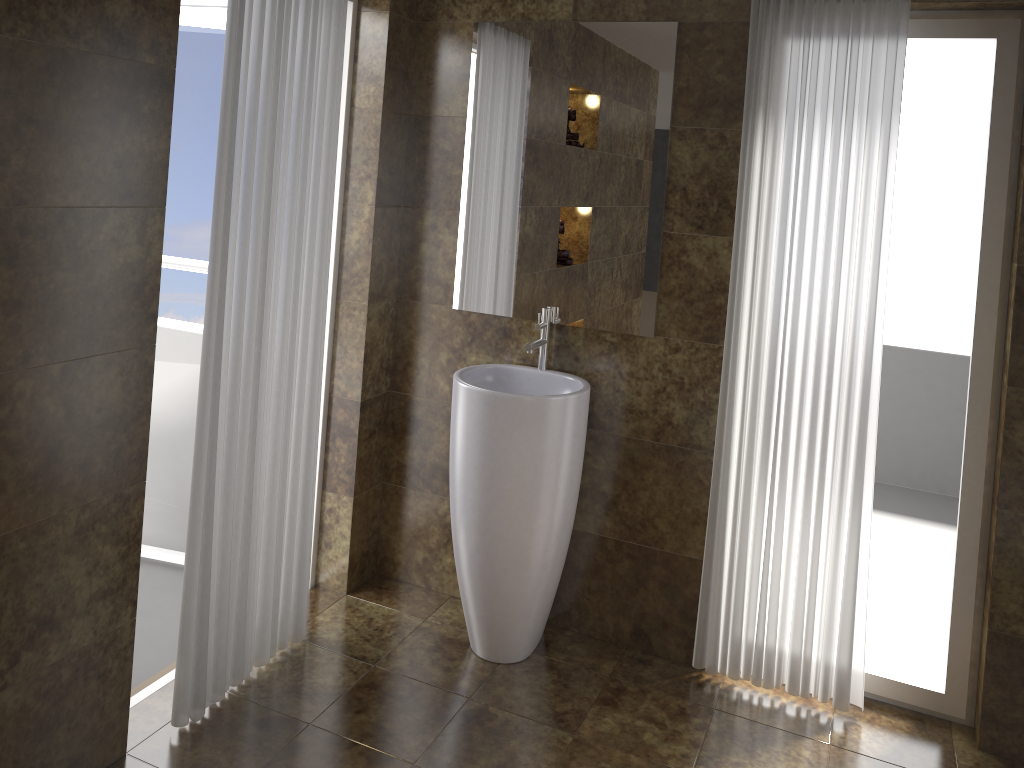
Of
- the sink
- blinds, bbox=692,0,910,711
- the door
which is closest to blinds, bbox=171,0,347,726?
the sink

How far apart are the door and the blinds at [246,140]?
0.7 meters

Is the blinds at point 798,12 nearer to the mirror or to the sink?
the mirror

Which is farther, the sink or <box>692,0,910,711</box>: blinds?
the sink

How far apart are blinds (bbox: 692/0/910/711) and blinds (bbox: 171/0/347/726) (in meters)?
1.26

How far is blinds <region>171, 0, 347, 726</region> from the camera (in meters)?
2.37

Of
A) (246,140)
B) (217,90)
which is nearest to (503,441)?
(246,140)

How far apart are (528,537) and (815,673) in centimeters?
107cm

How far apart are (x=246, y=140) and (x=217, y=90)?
1.0 meters

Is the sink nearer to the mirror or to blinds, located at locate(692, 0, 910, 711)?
the mirror
